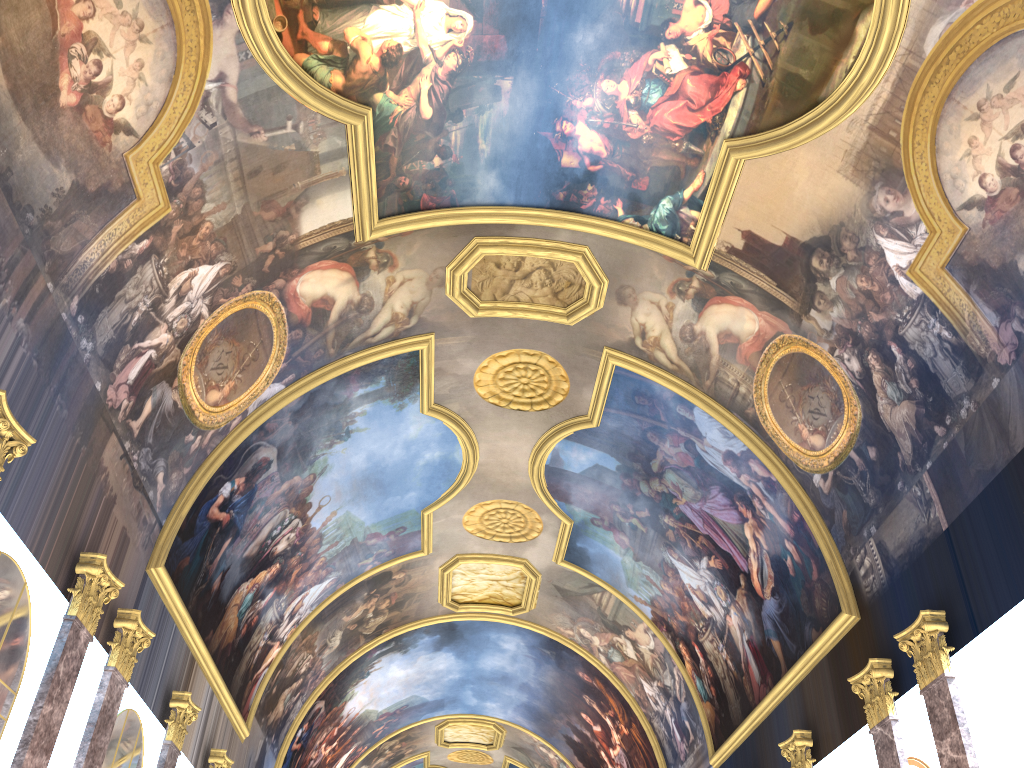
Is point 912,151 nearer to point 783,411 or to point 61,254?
point 783,411
